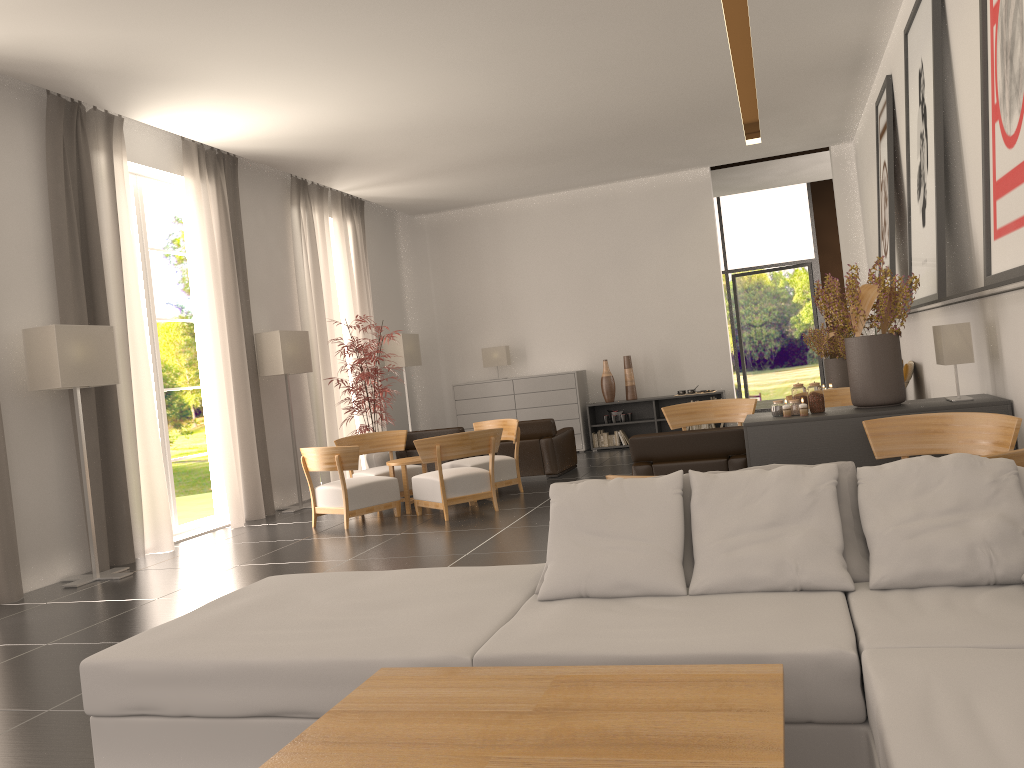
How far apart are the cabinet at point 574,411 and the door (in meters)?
8.04

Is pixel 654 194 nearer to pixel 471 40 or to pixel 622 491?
pixel 471 40

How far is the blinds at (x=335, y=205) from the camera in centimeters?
1903cm

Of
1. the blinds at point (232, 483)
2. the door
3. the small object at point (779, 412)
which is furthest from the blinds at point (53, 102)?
the door

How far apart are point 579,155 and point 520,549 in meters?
10.2 m

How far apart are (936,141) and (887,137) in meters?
4.2 m

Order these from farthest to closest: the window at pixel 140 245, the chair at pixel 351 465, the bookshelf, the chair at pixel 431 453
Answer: the bookshelf
the window at pixel 140 245
the chair at pixel 351 465
the chair at pixel 431 453

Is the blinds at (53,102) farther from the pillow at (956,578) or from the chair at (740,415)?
the pillow at (956,578)

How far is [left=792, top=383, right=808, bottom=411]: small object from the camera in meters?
9.2

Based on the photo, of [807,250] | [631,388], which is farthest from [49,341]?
[807,250]
